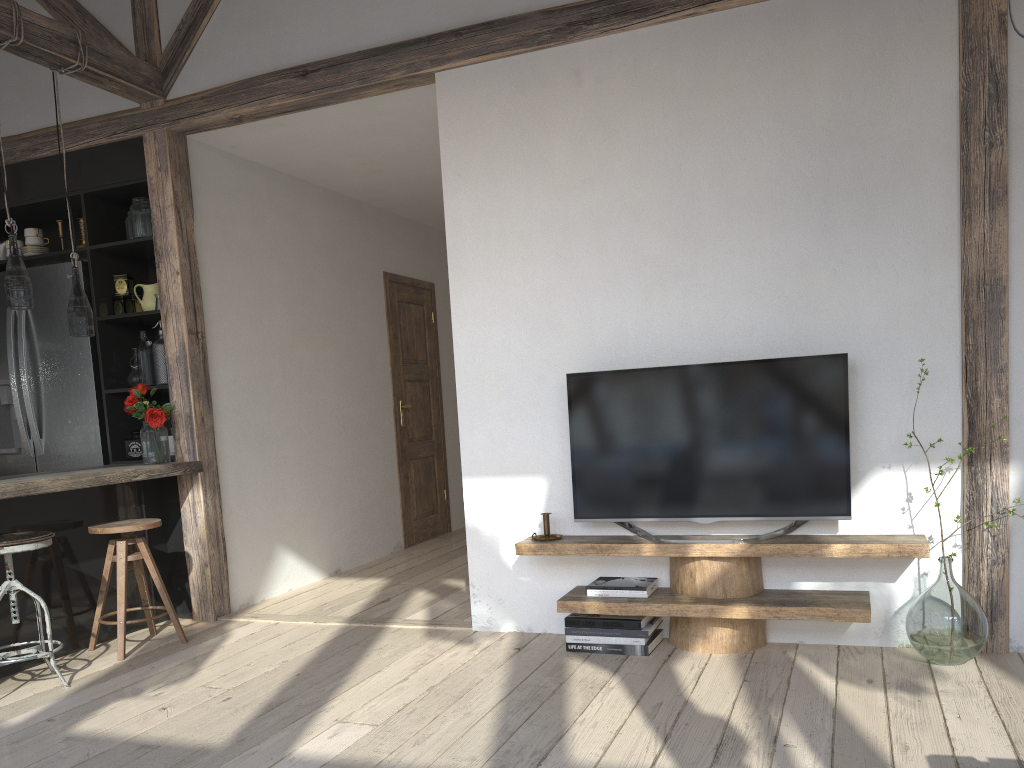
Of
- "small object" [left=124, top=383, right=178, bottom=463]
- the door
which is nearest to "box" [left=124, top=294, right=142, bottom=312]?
"small object" [left=124, top=383, right=178, bottom=463]

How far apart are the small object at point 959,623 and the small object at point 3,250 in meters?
5.1

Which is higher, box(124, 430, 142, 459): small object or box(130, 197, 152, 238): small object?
box(130, 197, 152, 238): small object

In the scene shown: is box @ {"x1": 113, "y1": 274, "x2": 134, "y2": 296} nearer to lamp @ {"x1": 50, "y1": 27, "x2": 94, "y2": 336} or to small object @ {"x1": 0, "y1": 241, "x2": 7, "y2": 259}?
lamp @ {"x1": 50, "y1": 27, "x2": 94, "y2": 336}

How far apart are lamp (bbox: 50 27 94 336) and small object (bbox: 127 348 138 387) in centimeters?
78cm

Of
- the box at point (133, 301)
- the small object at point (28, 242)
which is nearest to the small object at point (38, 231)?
the small object at point (28, 242)

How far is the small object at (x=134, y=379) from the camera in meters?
4.8

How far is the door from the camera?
6.7m

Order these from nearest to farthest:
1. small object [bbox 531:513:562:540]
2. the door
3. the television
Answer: the television < small object [bbox 531:513:562:540] < the door

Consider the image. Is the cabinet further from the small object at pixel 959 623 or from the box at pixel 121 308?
the small object at pixel 959 623
